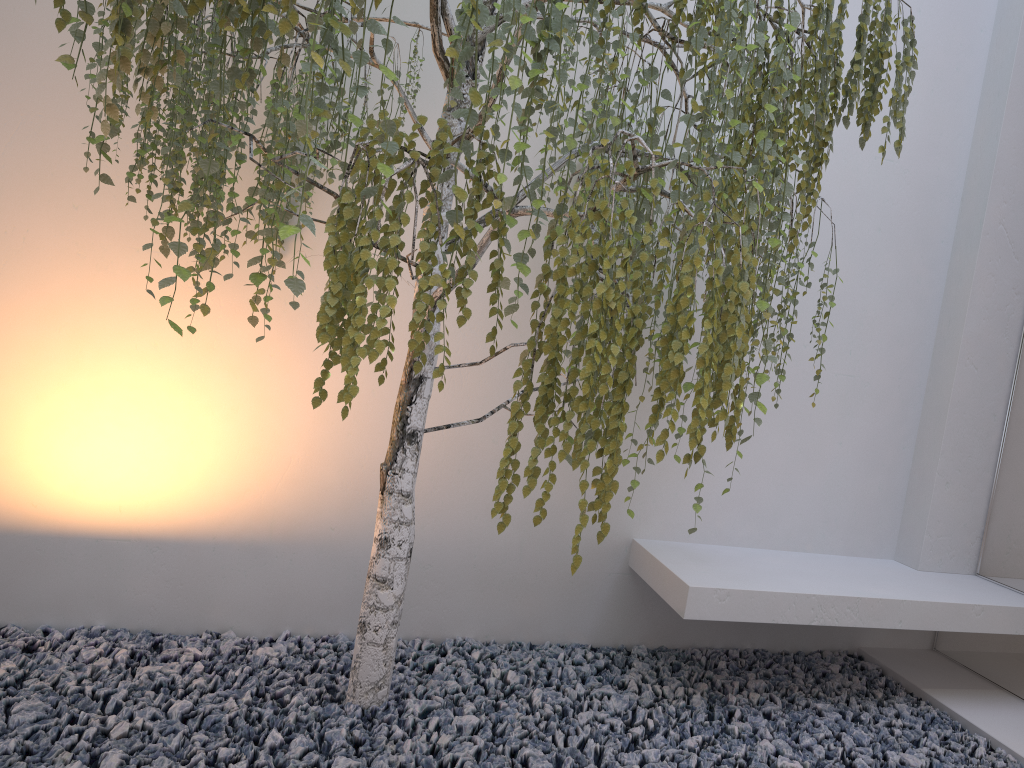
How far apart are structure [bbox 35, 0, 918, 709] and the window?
1.1m

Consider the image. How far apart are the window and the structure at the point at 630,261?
1.1m

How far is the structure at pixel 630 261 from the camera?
1.5m

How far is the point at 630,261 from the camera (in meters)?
1.47

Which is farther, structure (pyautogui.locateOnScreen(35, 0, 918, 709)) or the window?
the window

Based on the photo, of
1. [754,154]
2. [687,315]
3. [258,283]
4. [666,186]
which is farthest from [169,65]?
[666,186]

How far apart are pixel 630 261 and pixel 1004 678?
2.5m

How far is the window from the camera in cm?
299

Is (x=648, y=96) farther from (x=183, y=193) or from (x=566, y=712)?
(x=566, y=712)

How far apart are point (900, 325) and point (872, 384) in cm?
25
